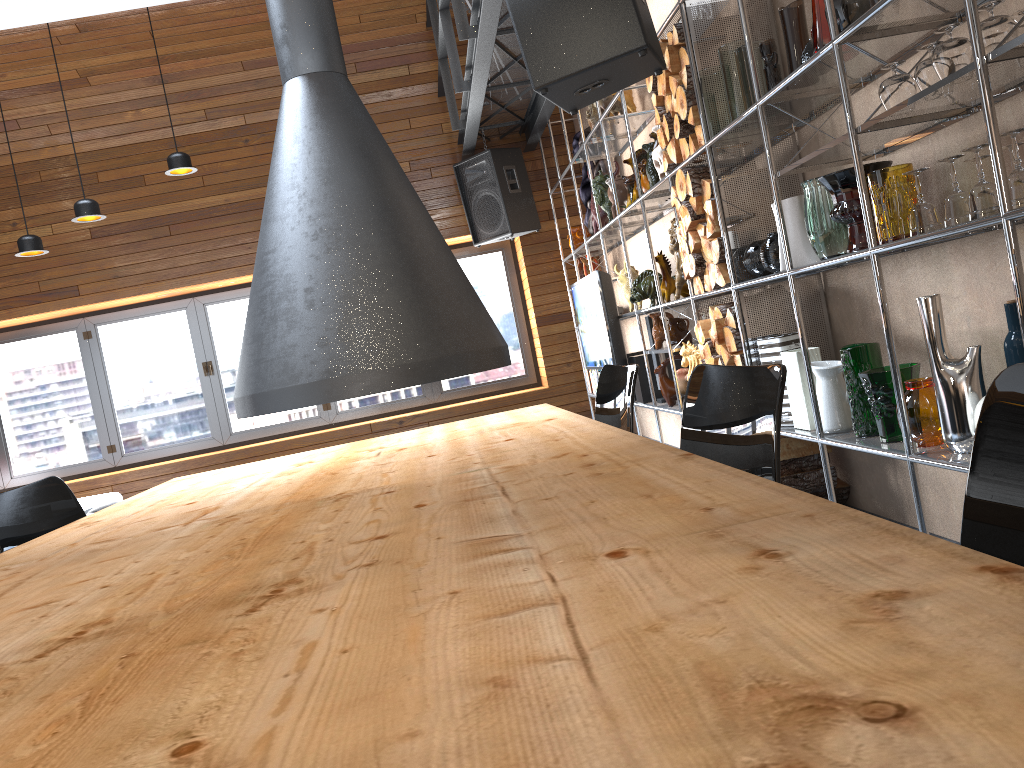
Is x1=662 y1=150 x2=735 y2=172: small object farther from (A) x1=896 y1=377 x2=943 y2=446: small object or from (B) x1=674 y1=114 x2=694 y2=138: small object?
(A) x1=896 y1=377 x2=943 y2=446: small object

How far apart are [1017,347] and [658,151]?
2.2m

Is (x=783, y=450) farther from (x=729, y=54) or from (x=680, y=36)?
(x=680, y=36)

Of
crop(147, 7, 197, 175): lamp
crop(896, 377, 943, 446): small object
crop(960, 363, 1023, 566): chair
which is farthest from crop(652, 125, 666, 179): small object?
crop(960, 363, 1023, 566): chair

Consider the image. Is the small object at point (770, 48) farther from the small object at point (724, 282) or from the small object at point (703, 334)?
the small object at point (703, 334)

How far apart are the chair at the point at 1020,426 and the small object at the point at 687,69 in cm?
305

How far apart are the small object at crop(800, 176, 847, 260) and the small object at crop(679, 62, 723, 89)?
0.9m

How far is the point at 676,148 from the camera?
3.8m

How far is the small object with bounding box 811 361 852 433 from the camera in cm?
300

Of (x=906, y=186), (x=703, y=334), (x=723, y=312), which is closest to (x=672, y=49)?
(x=723, y=312)
